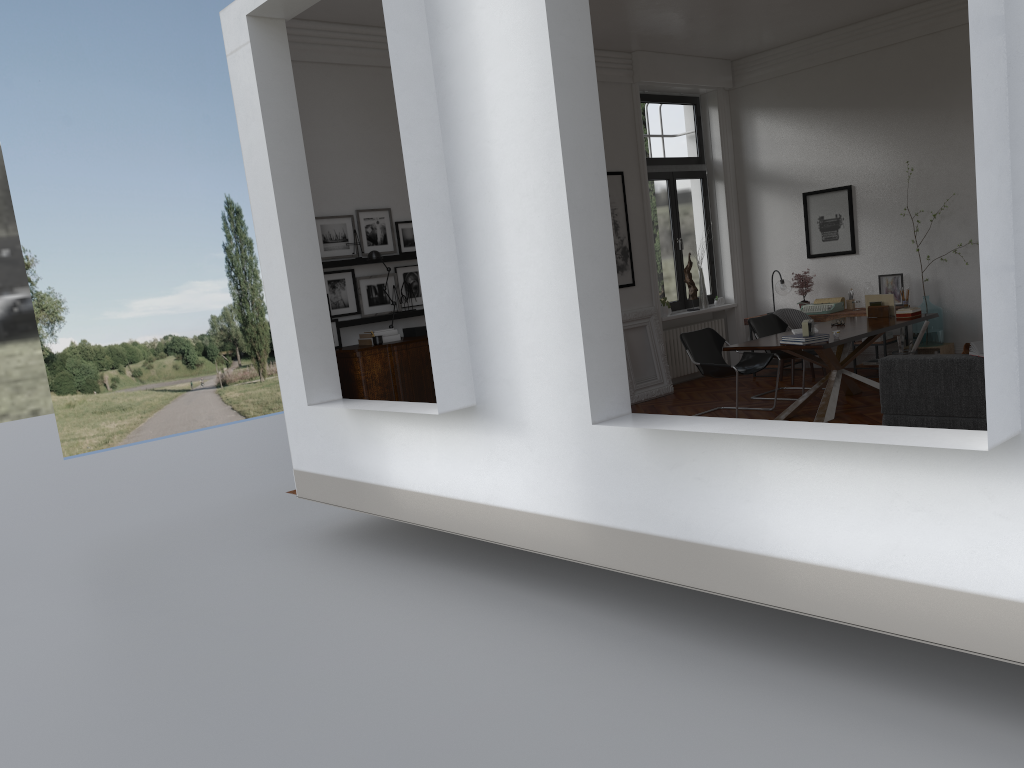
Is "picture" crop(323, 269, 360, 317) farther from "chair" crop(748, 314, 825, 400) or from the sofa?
the sofa

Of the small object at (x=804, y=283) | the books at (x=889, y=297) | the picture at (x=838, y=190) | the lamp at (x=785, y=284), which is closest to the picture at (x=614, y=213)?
the lamp at (x=785, y=284)

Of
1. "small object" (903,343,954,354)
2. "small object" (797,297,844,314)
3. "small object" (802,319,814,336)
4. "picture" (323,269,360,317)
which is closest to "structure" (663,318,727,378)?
"small object" (797,297,844,314)

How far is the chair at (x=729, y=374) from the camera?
8.4m

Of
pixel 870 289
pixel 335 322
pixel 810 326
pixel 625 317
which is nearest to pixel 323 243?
pixel 335 322

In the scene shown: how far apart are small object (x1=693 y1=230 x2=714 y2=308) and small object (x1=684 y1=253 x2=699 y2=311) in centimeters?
21cm

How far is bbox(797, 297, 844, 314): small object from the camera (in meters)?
10.38

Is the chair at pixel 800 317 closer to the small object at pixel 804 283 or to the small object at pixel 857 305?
the small object at pixel 857 305

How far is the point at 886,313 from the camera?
9.1 meters

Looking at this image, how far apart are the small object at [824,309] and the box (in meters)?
4.97
